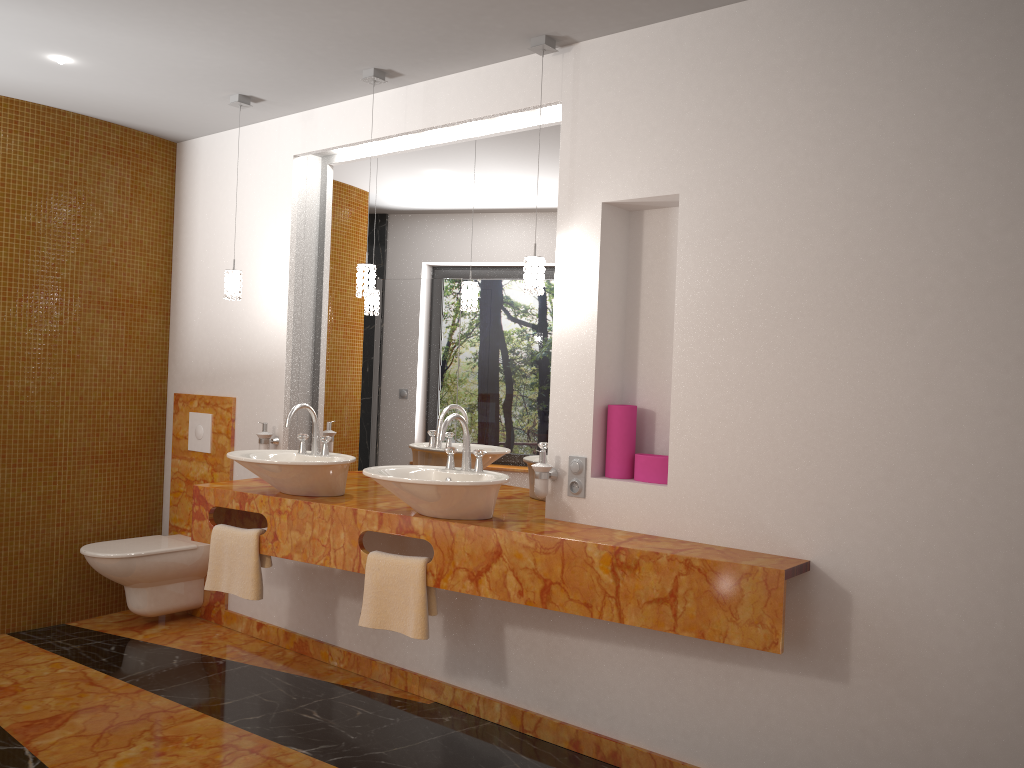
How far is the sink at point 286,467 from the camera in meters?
3.3 m

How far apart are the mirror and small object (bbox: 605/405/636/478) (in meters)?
0.34

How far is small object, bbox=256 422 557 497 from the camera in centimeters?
311cm

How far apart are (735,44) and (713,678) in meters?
2.0 m

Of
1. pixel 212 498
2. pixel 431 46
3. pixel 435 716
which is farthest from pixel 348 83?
pixel 435 716

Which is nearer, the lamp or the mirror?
the lamp

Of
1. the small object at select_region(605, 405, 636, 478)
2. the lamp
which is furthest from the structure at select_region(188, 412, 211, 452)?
the small object at select_region(605, 405, 636, 478)

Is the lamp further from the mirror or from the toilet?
the toilet

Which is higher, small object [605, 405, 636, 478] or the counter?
small object [605, 405, 636, 478]

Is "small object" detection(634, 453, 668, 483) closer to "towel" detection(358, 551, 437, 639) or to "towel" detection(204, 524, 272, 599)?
"towel" detection(358, 551, 437, 639)
